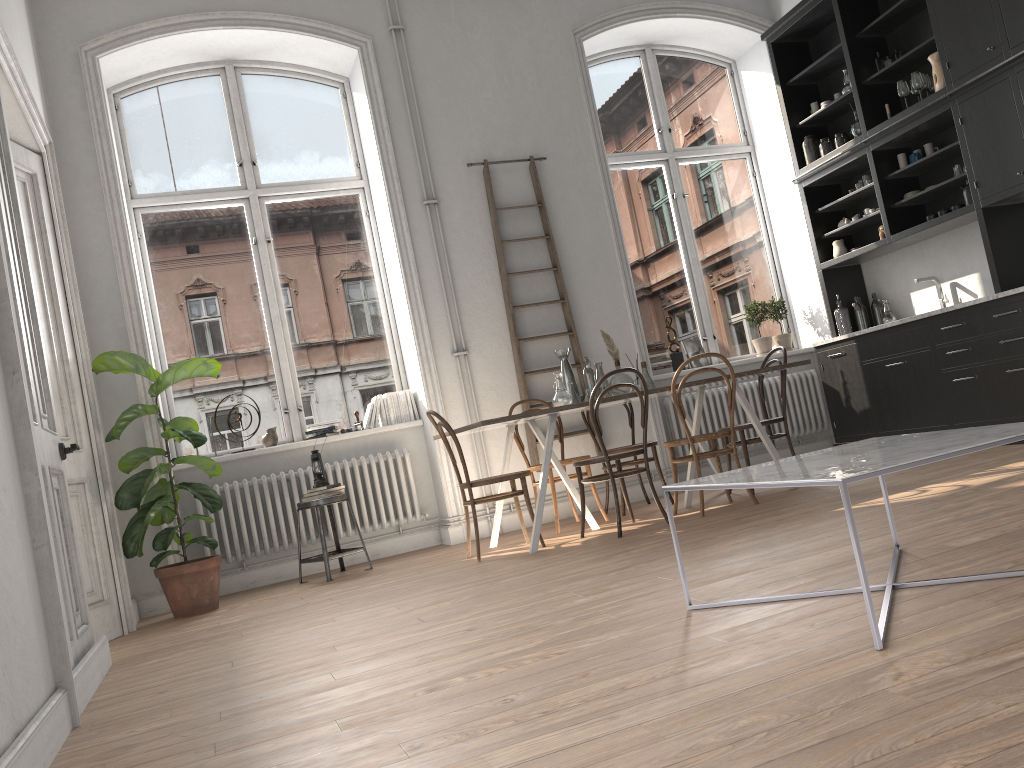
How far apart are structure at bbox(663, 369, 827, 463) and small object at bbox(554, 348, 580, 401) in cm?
173

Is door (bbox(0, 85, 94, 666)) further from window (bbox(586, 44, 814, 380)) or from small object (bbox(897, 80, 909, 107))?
small object (bbox(897, 80, 909, 107))

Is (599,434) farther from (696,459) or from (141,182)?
(141,182)

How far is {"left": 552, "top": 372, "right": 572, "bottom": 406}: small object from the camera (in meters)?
5.42

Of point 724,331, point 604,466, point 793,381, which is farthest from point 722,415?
point 604,466

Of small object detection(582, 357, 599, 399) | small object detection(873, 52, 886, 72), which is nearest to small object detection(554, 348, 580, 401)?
small object detection(582, 357, 599, 399)

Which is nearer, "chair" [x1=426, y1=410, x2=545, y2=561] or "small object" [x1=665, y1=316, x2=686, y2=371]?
"chair" [x1=426, y1=410, x2=545, y2=561]

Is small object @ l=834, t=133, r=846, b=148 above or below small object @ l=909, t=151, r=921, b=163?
above

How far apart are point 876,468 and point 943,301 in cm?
517

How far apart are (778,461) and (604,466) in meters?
3.5
